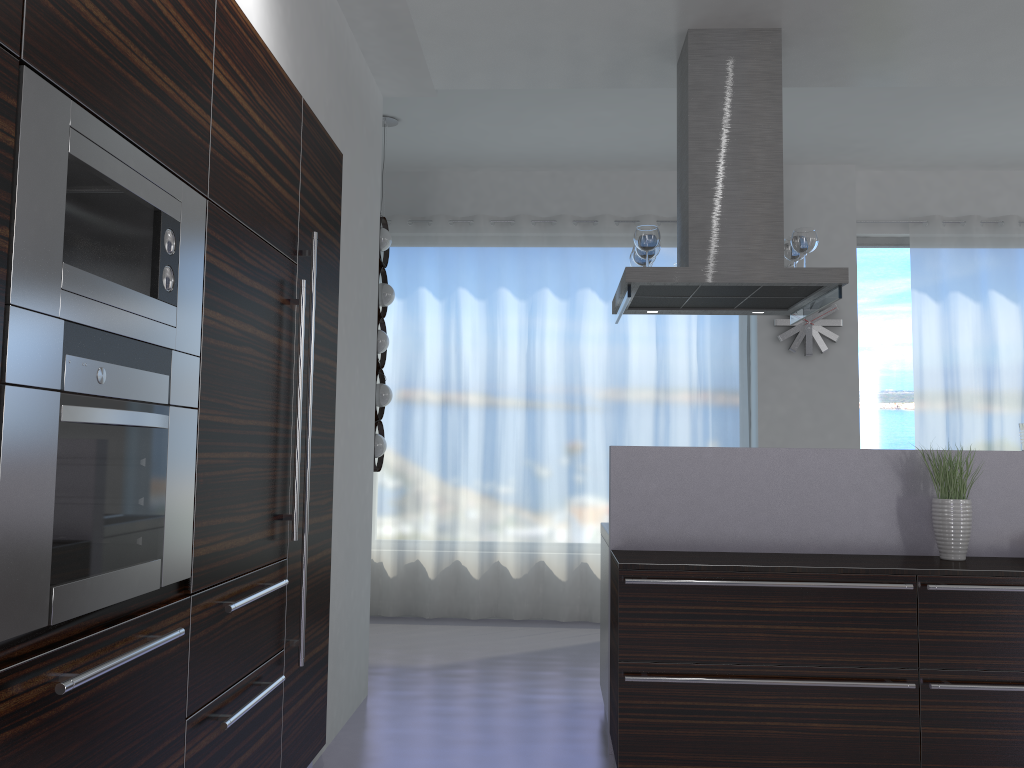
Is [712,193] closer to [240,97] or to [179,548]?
[240,97]

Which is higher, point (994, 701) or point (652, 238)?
point (652, 238)

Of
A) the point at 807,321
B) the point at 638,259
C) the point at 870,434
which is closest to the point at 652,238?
the point at 638,259

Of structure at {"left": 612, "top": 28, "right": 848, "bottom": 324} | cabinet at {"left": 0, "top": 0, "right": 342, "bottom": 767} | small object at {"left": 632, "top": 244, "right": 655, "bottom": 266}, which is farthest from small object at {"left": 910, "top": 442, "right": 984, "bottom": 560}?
cabinet at {"left": 0, "top": 0, "right": 342, "bottom": 767}

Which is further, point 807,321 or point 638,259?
point 807,321

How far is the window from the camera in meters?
6.9

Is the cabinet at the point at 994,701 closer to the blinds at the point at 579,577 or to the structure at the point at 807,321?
the blinds at the point at 579,577

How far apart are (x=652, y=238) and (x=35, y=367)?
3.01m

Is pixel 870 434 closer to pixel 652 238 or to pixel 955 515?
pixel 955 515

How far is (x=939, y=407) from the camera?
6.65m
